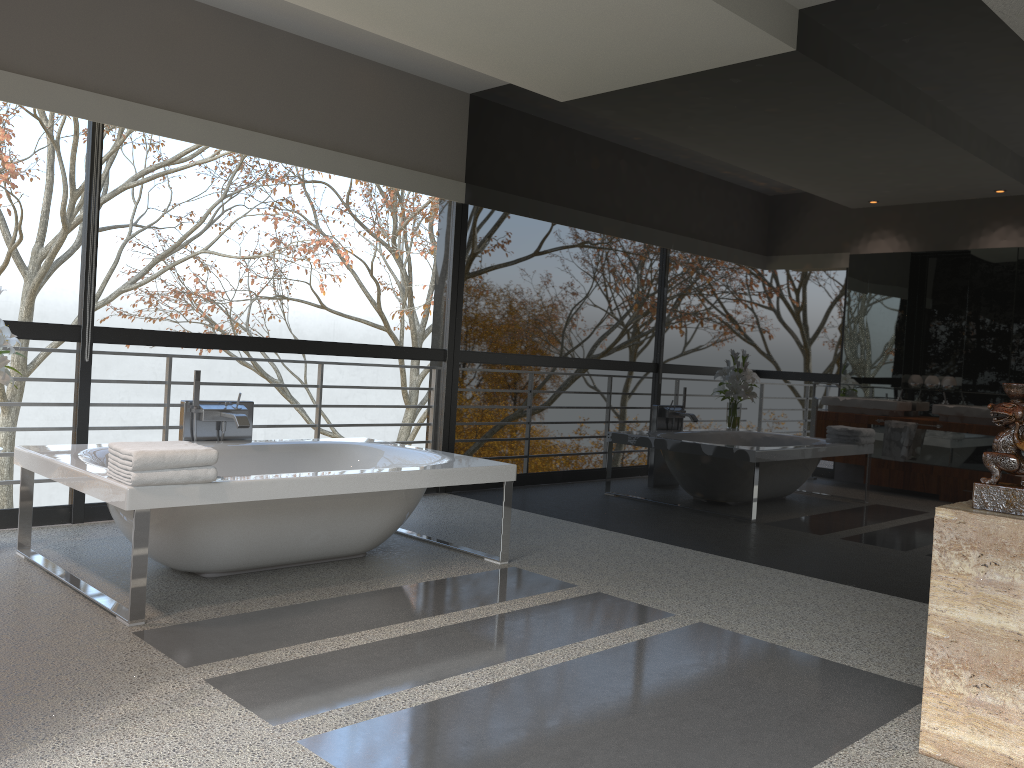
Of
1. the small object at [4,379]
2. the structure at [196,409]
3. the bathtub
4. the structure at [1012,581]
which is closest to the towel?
the bathtub

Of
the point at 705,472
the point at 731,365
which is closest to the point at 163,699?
the point at 705,472

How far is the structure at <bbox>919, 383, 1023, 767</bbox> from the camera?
2.34m

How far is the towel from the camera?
3.17m

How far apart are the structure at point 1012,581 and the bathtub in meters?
2.3

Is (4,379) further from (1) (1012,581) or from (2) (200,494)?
(1) (1012,581)

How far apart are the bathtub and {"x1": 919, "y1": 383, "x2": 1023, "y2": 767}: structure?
2.26m

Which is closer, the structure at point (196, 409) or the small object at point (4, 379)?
the small object at point (4, 379)

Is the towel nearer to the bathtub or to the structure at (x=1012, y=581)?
the bathtub

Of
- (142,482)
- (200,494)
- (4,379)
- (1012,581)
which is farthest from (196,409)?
(1012,581)
